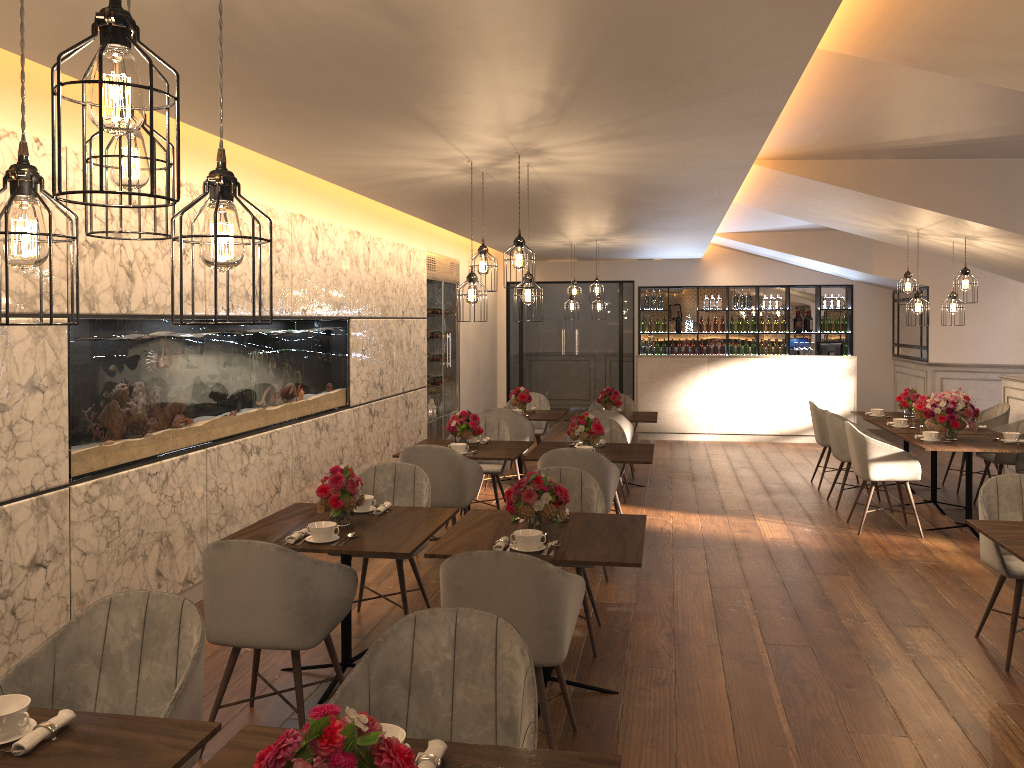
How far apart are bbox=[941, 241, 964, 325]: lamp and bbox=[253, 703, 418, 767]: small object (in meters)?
7.43

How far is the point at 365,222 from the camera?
8.2 meters

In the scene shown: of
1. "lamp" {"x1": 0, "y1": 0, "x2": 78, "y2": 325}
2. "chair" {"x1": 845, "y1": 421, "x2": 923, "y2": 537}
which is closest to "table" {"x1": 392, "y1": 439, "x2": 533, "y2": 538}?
"chair" {"x1": 845, "y1": 421, "x2": 923, "y2": 537}

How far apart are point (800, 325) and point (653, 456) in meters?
4.3 m

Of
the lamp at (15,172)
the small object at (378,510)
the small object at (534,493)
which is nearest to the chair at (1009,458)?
the small object at (534,493)

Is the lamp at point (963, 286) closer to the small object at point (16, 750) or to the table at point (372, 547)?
the table at point (372, 547)

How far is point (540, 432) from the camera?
9.70m

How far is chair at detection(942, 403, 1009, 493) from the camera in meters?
8.5 m

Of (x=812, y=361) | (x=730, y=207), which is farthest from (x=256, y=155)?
(x=812, y=361)

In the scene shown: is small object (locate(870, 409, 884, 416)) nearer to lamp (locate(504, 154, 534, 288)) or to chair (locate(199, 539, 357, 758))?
lamp (locate(504, 154, 534, 288))
